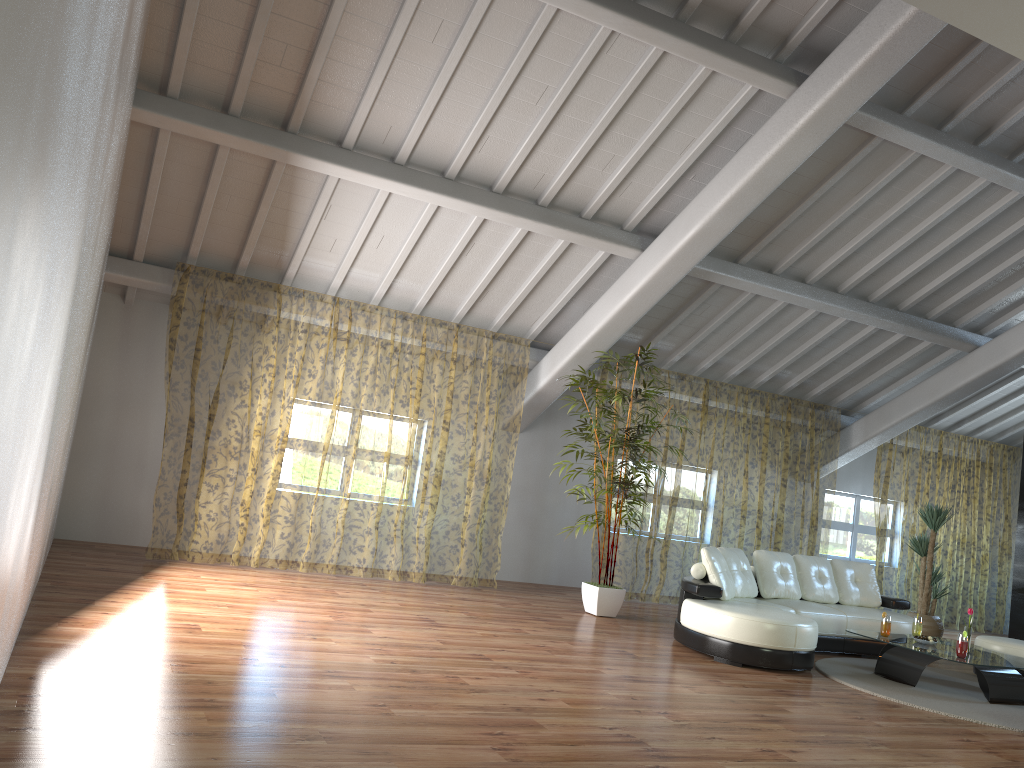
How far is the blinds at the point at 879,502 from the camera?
16.6m

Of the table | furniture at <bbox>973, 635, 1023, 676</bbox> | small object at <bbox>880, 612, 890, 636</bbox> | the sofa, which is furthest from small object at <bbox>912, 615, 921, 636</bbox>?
furniture at <bbox>973, 635, 1023, 676</bbox>

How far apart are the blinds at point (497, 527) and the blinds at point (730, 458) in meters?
1.3 m

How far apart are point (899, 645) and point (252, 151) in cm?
596

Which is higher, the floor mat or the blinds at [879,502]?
the blinds at [879,502]

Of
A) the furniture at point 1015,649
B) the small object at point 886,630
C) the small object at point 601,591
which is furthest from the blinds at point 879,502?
the small object at point 886,630

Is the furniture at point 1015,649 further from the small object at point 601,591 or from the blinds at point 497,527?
the blinds at point 497,527

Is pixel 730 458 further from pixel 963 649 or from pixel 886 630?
pixel 963 649

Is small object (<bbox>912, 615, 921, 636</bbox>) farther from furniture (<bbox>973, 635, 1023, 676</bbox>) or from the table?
furniture (<bbox>973, 635, 1023, 676</bbox>)

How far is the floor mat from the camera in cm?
576
